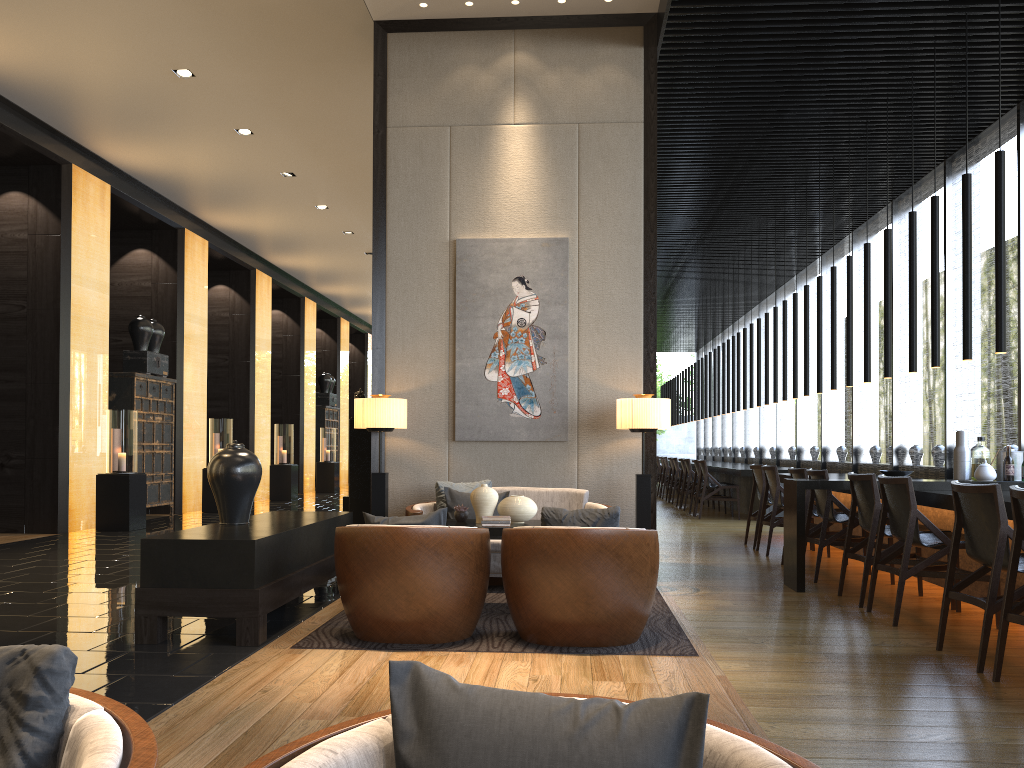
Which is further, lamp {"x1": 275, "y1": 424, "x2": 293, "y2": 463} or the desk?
lamp {"x1": 275, "y1": 424, "x2": 293, "y2": 463}

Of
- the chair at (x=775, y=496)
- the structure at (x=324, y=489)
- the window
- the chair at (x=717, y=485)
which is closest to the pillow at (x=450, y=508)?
the chair at (x=775, y=496)

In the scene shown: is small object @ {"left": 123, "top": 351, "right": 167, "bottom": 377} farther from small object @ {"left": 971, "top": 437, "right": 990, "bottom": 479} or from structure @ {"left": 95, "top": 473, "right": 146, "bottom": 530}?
small object @ {"left": 971, "top": 437, "right": 990, "bottom": 479}

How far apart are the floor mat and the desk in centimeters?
98cm

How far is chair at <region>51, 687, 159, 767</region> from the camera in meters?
1.1

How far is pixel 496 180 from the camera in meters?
6.7

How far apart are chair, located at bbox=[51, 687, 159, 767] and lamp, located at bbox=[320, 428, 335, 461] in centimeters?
1792cm

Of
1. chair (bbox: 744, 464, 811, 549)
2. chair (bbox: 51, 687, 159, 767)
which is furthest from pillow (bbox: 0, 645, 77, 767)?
chair (bbox: 744, 464, 811, 549)

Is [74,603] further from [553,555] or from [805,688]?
[805,688]

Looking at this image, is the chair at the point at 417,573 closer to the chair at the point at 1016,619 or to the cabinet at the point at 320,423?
the chair at the point at 1016,619
